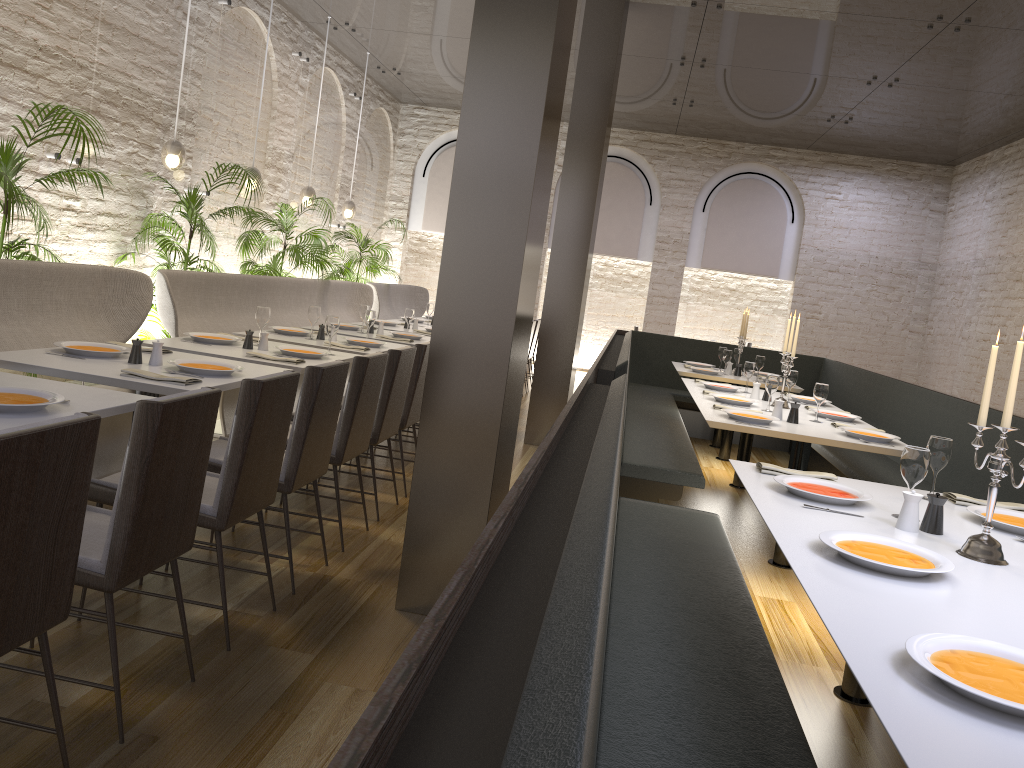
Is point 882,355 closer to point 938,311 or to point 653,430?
point 938,311

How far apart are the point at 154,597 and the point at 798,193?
11.9 meters

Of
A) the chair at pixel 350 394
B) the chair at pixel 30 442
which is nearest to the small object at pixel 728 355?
the chair at pixel 350 394

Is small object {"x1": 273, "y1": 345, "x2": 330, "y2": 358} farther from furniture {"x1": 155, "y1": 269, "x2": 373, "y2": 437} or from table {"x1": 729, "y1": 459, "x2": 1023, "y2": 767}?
table {"x1": 729, "y1": 459, "x2": 1023, "y2": 767}

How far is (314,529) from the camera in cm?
438

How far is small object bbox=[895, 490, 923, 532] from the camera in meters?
2.7 m

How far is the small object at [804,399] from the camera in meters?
6.3 m

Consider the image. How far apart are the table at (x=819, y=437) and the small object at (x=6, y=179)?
3.85m

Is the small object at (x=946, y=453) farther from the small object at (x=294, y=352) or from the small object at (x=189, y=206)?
the small object at (x=189, y=206)

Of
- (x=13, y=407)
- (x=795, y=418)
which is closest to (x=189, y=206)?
(x=13, y=407)
